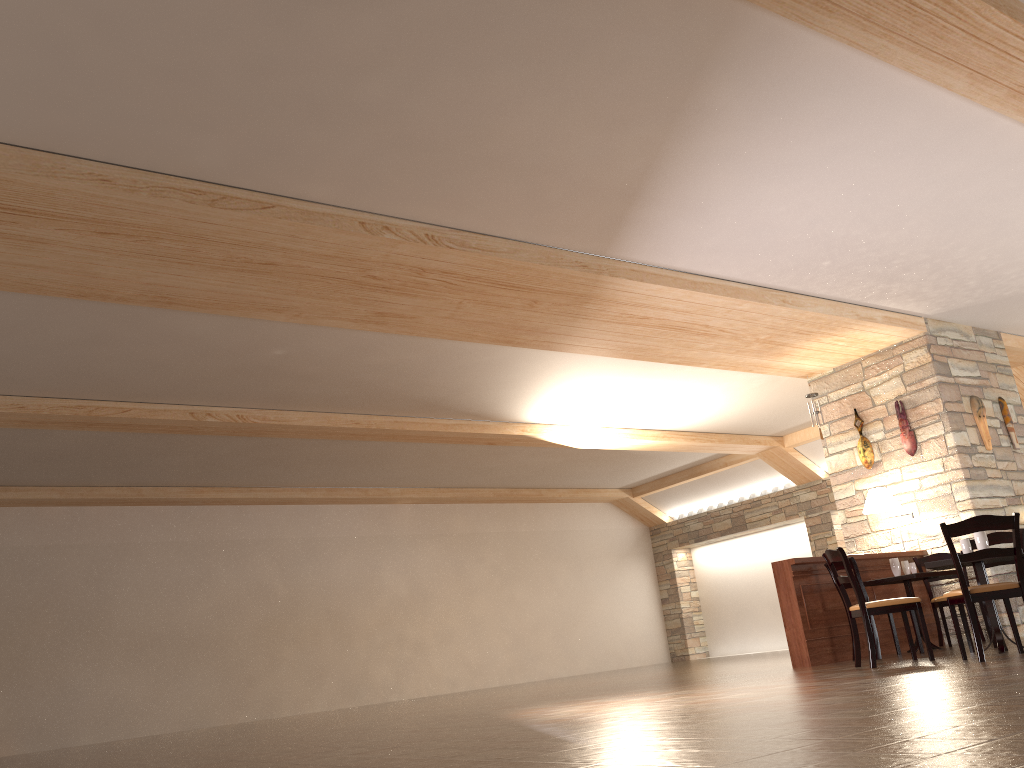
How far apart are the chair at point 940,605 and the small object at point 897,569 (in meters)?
0.49

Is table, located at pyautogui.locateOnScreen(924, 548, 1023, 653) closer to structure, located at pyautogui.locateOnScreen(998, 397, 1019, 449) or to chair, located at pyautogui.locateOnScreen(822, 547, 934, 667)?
chair, located at pyautogui.locateOnScreen(822, 547, 934, 667)

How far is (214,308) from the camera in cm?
646

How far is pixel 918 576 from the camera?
7.6 meters

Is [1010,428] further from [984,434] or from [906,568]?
[906,568]

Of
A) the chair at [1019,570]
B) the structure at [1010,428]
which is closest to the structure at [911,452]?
the structure at [1010,428]

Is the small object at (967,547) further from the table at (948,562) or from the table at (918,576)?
the table at (918,576)

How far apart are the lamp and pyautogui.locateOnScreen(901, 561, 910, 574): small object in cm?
77

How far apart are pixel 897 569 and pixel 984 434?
2.0m

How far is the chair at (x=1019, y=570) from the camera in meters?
5.4 m
